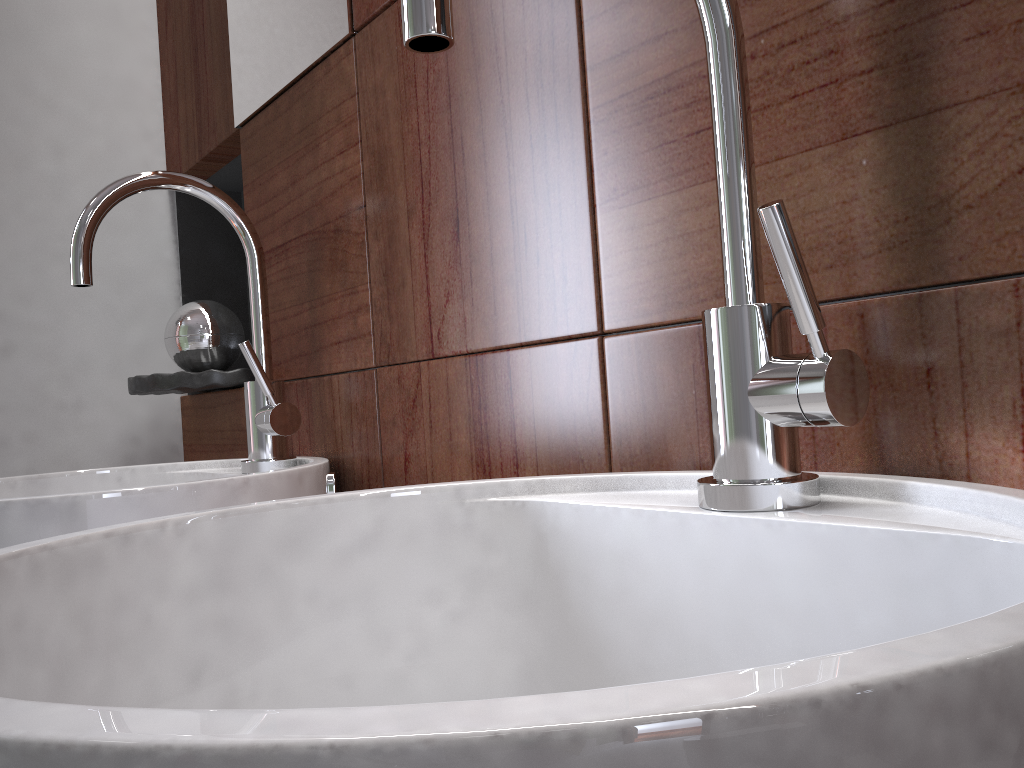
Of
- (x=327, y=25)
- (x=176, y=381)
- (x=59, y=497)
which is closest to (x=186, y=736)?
(x=59, y=497)

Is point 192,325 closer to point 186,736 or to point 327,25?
point 327,25

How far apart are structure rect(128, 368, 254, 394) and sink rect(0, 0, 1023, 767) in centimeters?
67cm

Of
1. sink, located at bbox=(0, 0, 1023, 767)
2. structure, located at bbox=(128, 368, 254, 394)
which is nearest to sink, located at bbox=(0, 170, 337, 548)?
structure, located at bbox=(128, 368, 254, 394)

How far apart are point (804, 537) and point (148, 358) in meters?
1.2 m

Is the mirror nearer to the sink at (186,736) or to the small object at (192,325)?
the small object at (192,325)

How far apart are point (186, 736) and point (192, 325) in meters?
1.1

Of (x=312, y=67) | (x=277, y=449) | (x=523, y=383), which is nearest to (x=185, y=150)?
(x=312, y=67)

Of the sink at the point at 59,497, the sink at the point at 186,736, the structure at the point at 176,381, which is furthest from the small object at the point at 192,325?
the sink at the point at 186,736

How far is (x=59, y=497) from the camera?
0.6 meters
